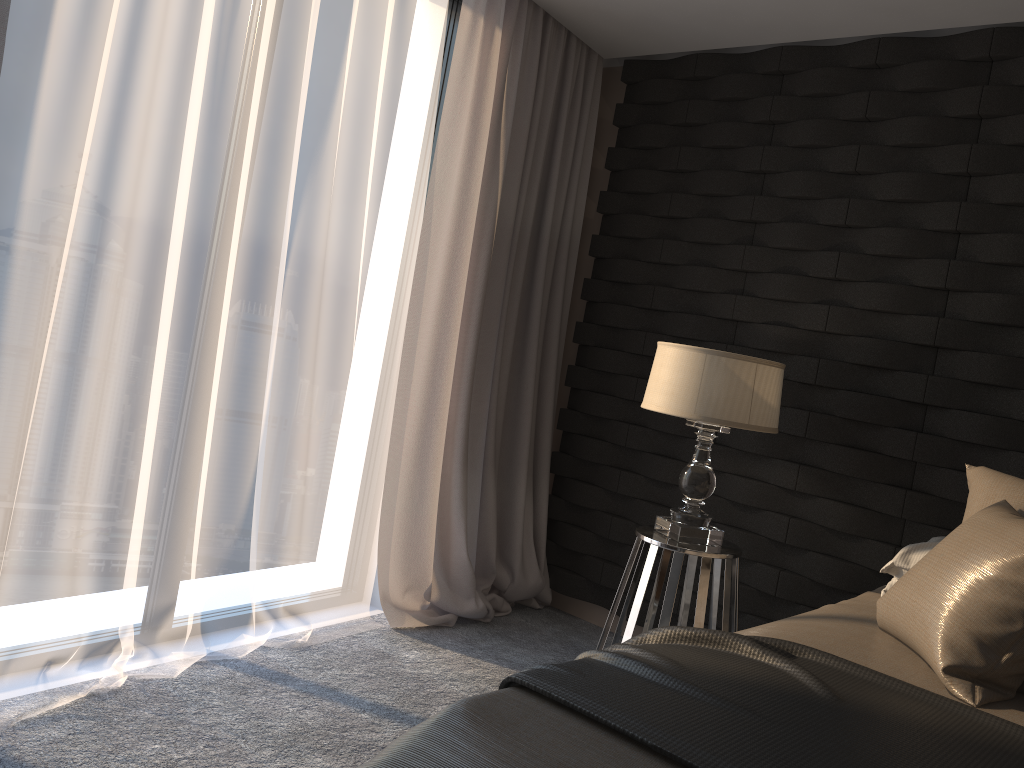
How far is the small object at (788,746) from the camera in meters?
1.3

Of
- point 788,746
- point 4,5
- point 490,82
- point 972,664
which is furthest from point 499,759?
point 490,82

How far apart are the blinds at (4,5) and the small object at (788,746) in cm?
181

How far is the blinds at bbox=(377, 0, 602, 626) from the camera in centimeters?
335cm

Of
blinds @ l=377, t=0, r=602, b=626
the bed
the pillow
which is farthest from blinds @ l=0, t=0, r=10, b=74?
the pillow

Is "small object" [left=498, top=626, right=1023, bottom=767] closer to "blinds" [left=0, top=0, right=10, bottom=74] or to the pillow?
the pillow

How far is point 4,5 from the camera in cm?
200

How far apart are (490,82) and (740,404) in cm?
159

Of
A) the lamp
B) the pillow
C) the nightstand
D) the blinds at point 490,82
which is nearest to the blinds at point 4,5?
the blinds at point 490,82

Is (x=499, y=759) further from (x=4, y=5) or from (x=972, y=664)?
(x=4, y=5)
